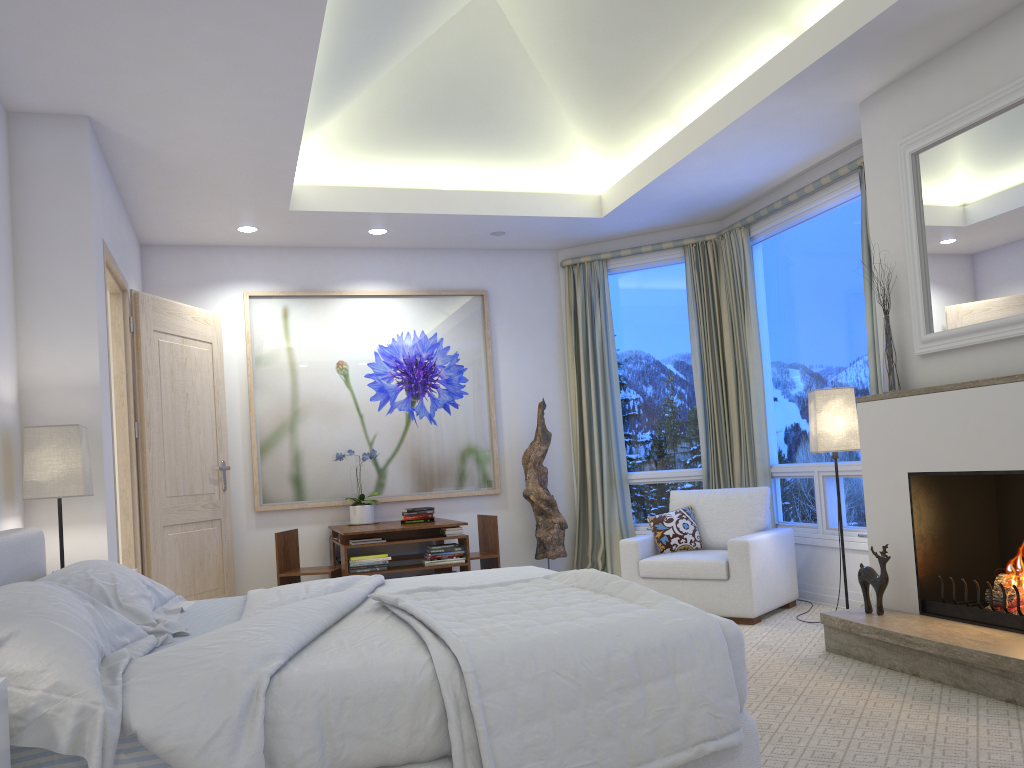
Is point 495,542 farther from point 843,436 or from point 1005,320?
point 1005,320

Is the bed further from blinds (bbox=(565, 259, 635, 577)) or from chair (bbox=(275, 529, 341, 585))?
blinds (bbox=(565, 259, 635, 577))

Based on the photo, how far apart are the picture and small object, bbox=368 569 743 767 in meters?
3.4 m

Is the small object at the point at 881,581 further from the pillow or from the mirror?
the pillow

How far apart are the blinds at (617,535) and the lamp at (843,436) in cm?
Result: 192

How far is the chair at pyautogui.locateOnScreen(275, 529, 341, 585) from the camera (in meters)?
5.33

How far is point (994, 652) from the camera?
3.0 meters

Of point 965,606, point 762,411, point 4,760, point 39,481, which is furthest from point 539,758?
point 762,411

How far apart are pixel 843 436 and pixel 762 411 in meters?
1.3 m

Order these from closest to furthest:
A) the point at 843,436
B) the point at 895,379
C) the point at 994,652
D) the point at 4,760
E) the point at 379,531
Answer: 1. the point at 4,760
2. the point at 994,652
3. the point at 895,379
4. the point at 843,436
5. the point at 379,531
